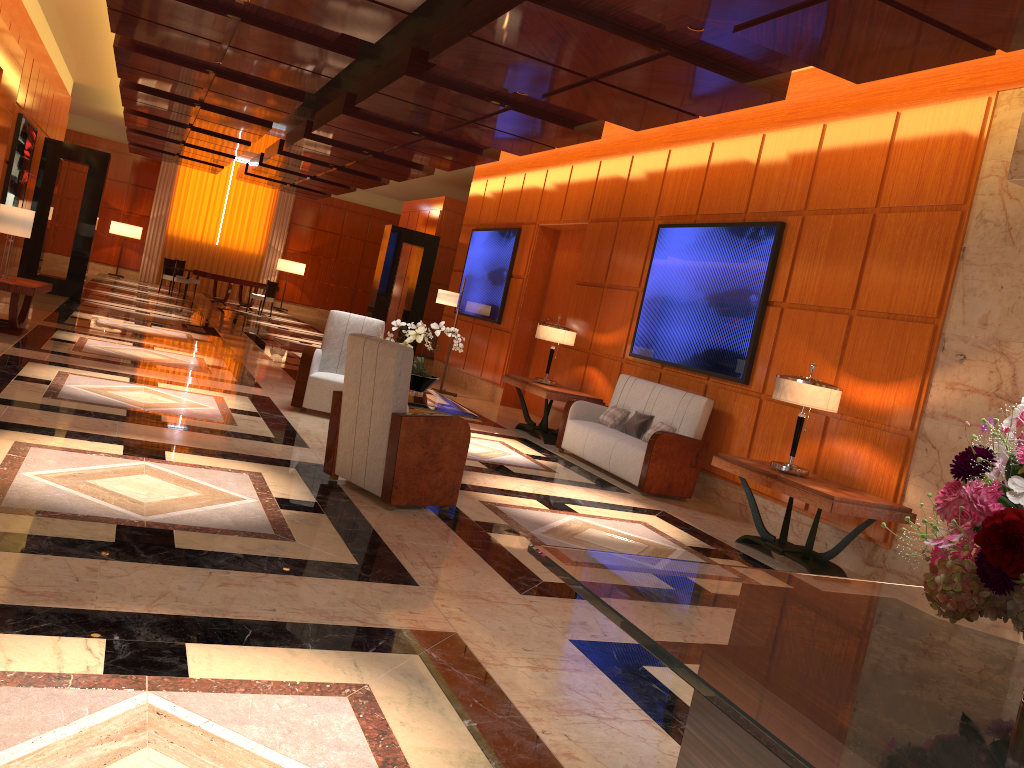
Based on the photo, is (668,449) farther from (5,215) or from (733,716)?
(5,215)

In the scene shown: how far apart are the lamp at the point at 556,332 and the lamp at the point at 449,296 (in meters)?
2.60

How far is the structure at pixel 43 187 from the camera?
14.4 meters

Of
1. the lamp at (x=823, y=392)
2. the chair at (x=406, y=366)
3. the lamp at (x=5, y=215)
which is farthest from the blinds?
the lamp at (x=823, y=392)

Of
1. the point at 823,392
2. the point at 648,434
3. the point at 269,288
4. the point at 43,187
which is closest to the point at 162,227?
the point at 269,288

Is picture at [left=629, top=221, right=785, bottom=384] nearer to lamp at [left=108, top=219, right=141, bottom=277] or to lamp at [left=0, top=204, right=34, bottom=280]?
lamp at [left=0, top=204, right=34, bottom=280]

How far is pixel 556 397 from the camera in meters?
9.4

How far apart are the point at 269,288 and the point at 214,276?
1.32m

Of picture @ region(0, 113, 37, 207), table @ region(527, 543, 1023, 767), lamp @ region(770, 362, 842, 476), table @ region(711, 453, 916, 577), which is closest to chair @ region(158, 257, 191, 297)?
picture @ region(0, 113, 37, 207)

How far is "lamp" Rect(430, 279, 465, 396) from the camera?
12.2m
